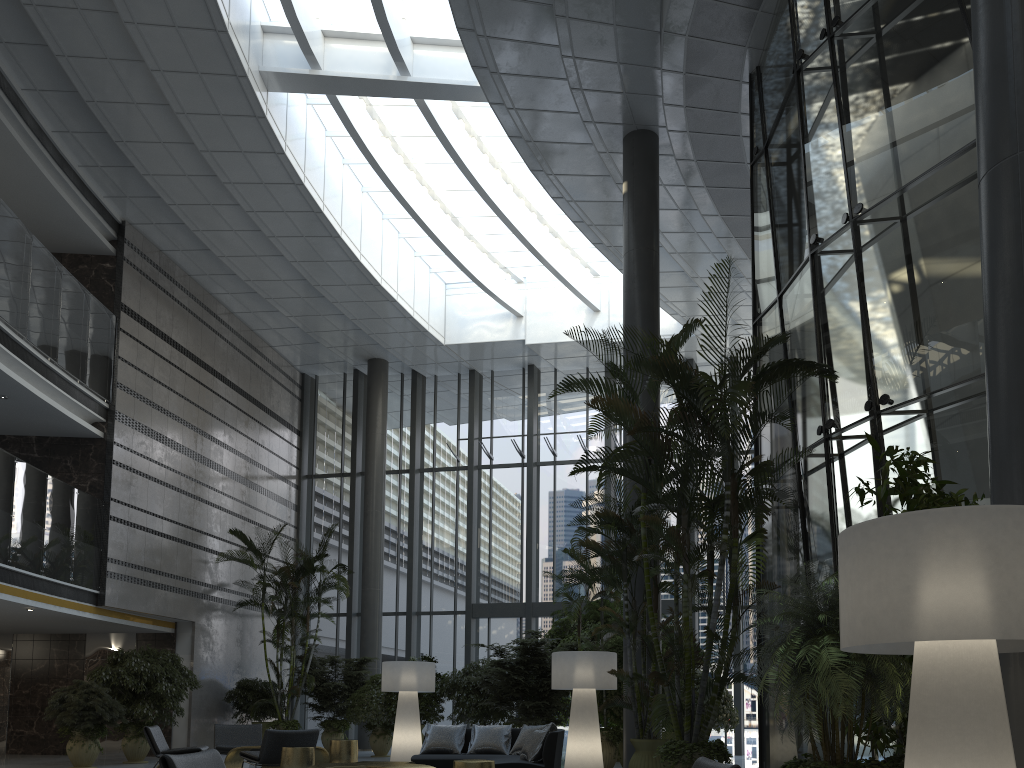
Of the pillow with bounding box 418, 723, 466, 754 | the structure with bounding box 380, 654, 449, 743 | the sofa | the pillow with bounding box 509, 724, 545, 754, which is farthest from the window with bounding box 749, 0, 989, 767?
the structure with bounding box 380, 654, 449, 743

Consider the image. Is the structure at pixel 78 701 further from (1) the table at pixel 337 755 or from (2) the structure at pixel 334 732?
(2) the structure at pixel 334 732

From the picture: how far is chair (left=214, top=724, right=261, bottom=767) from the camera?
10.82m

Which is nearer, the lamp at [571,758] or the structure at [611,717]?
the lamp at [571,758]

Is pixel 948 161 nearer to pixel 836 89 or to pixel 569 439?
pixel 836 89

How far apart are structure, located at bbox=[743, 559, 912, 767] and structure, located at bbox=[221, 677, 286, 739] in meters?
13.5

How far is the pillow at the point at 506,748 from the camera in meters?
9.4

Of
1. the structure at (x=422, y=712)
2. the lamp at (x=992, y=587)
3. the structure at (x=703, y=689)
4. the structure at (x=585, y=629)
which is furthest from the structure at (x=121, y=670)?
the lamp at (x=992, y=587)

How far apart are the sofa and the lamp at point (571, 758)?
0.6m

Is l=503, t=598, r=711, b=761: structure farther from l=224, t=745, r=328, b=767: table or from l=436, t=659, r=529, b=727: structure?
l=224, t=745, r=328, b=767: table
